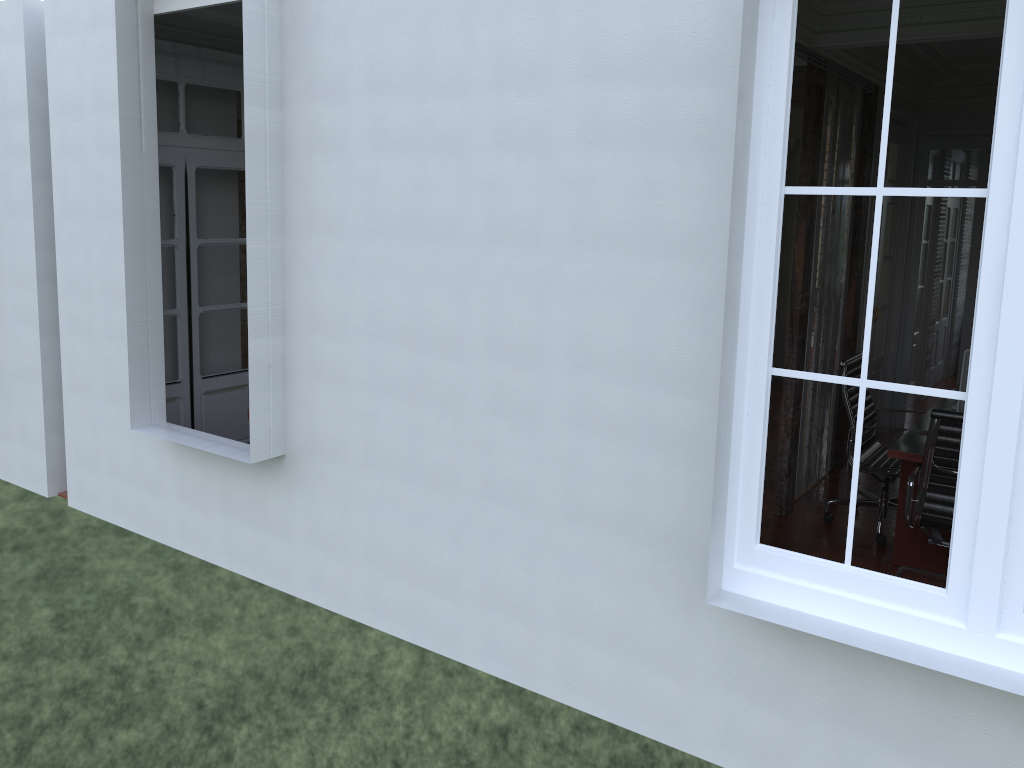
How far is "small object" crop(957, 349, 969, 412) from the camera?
4.5m

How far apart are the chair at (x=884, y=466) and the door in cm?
385

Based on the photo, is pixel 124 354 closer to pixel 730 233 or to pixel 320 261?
pixel 320 261

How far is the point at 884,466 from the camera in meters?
5.2

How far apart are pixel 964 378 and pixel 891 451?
0.6 meters

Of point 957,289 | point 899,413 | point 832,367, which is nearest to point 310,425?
point 832,367

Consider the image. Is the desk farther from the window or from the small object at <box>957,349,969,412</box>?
the window

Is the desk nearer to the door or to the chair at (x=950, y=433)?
the chair at (x=950, y=433)

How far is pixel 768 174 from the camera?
2.6m

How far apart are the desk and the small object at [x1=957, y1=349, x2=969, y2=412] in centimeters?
24cm
